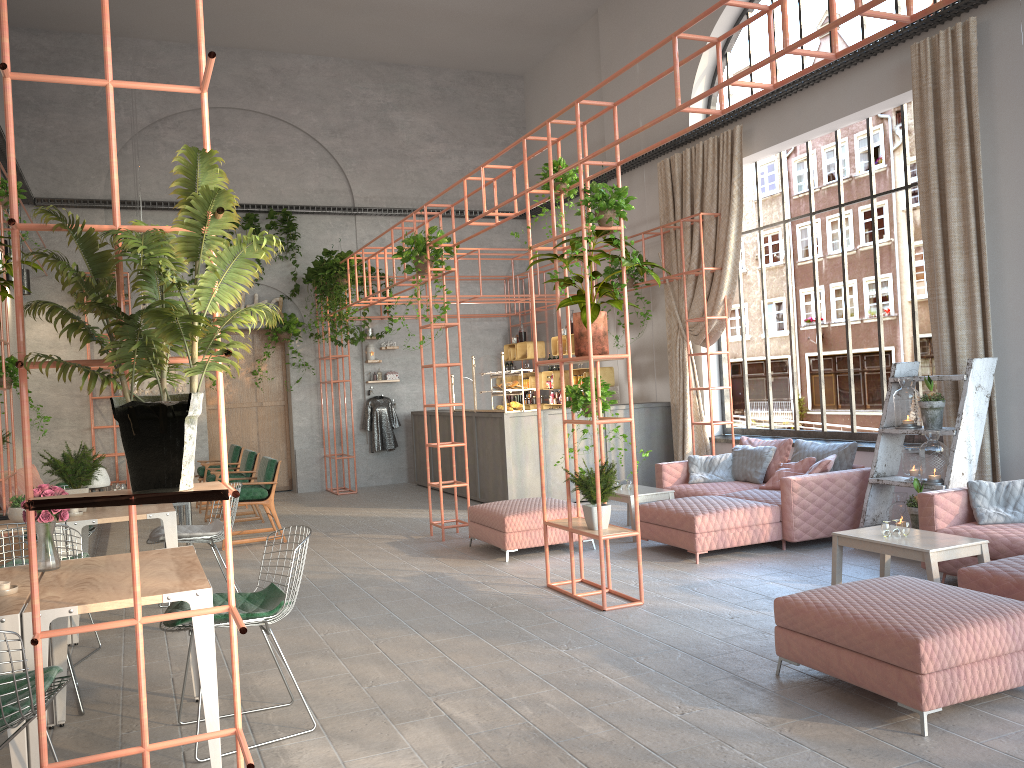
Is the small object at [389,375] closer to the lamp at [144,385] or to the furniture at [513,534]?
the lamp at [144,385]

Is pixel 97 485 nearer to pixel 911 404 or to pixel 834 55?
pixel 834 55

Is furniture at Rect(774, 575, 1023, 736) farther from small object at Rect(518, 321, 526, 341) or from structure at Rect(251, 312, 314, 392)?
structure at Rect(251, 312, 314, 392)

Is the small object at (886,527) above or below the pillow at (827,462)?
below

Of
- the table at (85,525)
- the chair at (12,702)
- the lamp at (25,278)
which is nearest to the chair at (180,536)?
the table at (85,525)

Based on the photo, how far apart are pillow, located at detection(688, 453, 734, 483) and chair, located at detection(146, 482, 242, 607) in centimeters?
489cm

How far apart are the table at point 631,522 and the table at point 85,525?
4.26m

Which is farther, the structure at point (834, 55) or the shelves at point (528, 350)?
the shelves at point (528, 350)

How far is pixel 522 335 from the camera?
15.2m

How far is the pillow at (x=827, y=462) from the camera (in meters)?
7.97
